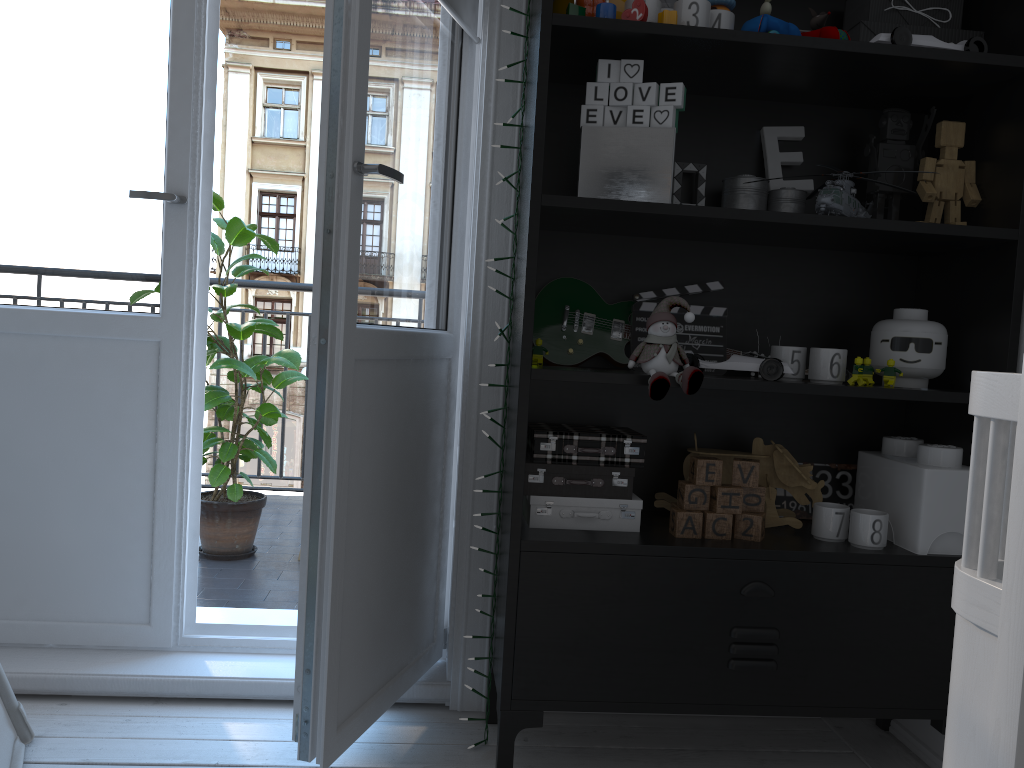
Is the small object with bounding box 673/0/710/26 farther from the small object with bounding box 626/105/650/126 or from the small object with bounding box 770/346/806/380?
the small object with bounding box 770/346/806/380

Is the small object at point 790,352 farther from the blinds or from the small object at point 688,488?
the blinds

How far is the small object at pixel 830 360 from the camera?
1.7m

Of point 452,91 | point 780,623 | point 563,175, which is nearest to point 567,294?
point 563,175

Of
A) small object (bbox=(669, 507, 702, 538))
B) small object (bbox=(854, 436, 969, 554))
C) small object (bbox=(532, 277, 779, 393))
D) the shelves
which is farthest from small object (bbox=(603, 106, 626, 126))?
small object (bbox=(854, 436, 969, 554))

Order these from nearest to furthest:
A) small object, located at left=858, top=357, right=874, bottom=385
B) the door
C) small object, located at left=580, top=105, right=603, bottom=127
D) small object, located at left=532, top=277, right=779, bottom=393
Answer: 1. the door
2. small object, located at left=580, top=105, right=603, bottom=127
3. small object, located at left=858, top=357, right=874, bottom=385
4. small object, located at left=532, top=277, right=779, bottom=393

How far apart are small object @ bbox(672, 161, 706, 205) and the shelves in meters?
0.0 m

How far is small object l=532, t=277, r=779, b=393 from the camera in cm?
181

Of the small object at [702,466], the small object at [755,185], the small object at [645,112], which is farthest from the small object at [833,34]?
the small object at [702,466]

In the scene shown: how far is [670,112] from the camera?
1.6 meters
